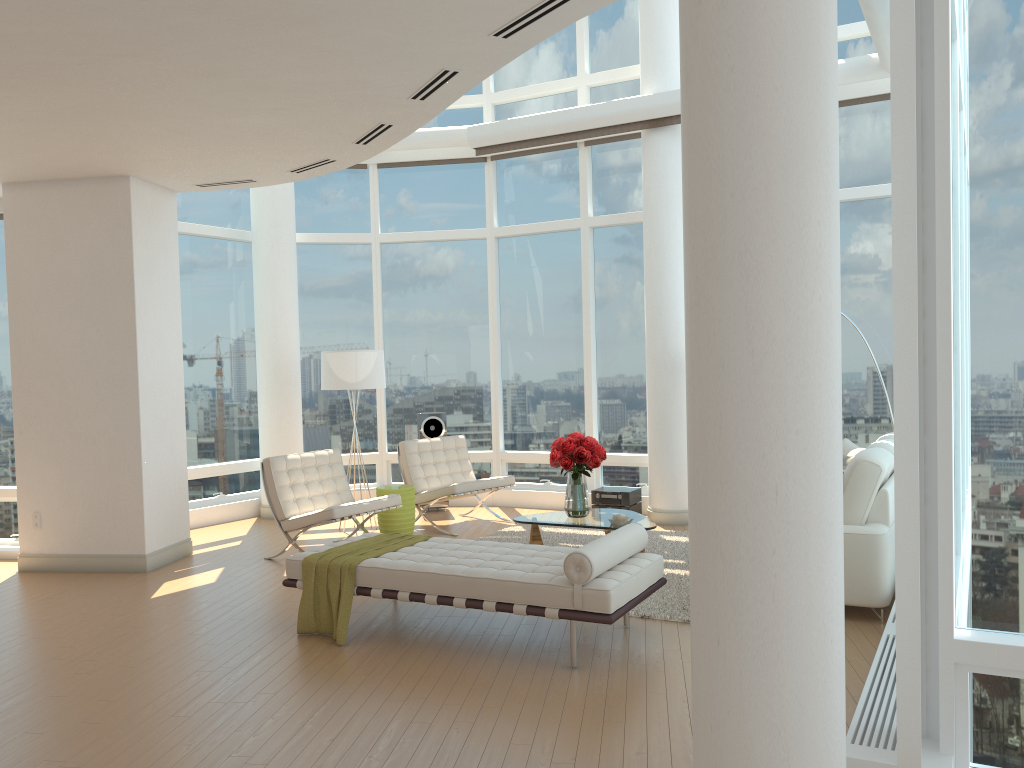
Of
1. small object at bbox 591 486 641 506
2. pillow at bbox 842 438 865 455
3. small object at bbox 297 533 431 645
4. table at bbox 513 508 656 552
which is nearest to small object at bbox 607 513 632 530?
table at bbox 513 508 656 552

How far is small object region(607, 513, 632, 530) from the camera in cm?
700

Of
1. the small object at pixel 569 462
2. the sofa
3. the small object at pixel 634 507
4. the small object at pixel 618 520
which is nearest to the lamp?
the small object at pixel 569 462

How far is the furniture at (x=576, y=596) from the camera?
4.8 meters

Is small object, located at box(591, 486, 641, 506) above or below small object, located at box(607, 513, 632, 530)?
below

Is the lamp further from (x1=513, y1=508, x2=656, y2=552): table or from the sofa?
the sofa

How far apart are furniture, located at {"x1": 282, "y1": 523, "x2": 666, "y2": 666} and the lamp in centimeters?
327cm

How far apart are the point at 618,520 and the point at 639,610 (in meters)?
1.17

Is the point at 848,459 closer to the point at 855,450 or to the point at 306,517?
the point at 855,450

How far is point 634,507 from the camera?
9.5 meters
